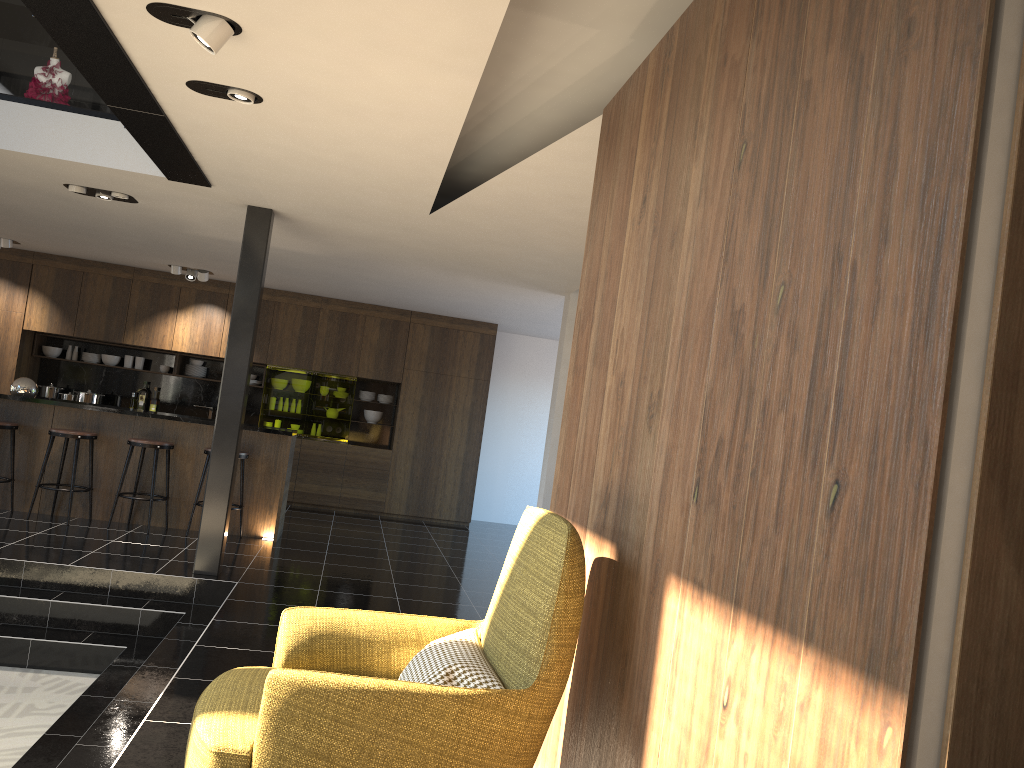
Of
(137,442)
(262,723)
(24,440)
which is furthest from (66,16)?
(24,440)

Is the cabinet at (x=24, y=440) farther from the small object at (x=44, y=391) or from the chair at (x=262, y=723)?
the chair at (x=262, y=723)

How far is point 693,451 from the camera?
2.2 meters

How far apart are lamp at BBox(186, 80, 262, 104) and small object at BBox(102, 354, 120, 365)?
8.2 meters

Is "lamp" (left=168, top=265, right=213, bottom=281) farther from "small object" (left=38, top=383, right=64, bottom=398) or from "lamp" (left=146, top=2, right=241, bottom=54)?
"lamp" (left=146, top=2, right=241, bottom=54)

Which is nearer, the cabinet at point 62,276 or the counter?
the counter

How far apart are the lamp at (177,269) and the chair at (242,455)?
3.22m

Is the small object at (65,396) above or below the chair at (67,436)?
above

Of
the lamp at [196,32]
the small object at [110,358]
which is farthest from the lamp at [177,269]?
the lamp at [196,32]

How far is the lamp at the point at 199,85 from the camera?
4.06m
